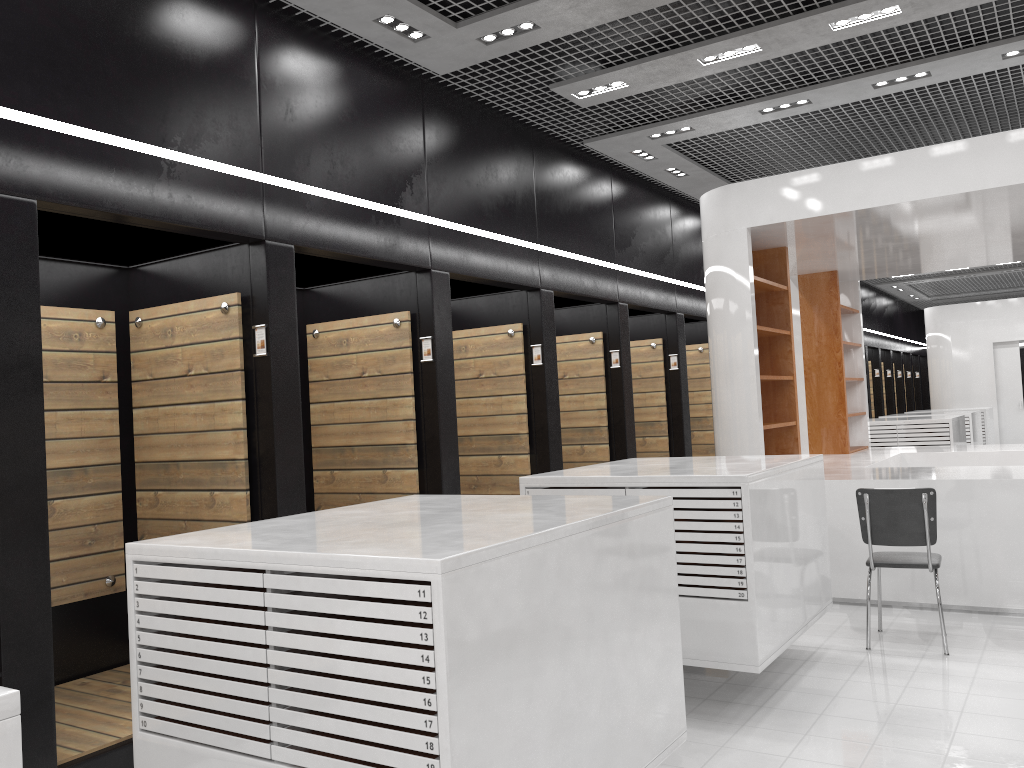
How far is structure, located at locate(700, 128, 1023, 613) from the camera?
6.2m

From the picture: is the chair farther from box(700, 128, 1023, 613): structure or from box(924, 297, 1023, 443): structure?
box(924, 297, 1023, 443): structure

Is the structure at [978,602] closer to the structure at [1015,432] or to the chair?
the chair

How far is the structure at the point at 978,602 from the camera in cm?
620

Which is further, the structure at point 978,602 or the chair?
the structure at point 978,602

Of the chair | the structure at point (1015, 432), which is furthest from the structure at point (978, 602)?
the structure at point (1015, 432)

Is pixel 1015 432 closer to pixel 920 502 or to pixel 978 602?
pixel 978 602

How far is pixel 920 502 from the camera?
5.3 meters

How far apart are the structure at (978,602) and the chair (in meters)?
0.84

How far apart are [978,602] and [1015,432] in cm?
1333
